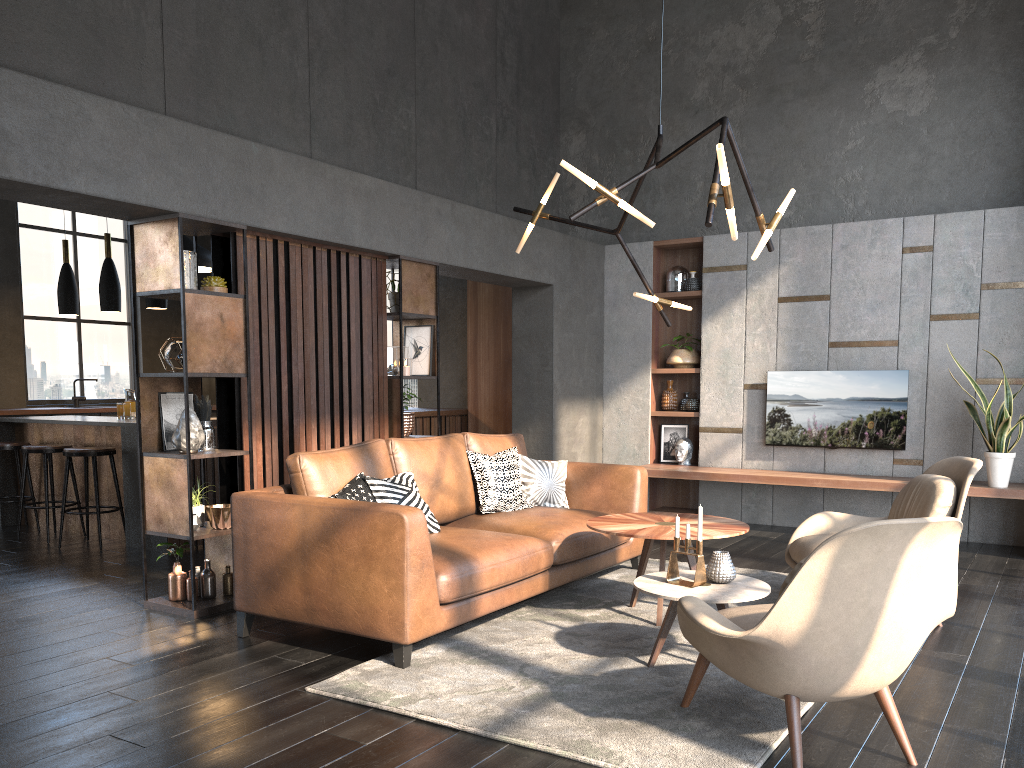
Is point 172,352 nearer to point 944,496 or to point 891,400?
point 944,496

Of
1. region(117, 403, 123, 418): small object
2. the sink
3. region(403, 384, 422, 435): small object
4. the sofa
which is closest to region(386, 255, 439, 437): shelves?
region(403, 384, 422, 435): small object

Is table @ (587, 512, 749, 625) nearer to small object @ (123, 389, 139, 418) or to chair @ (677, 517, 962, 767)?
chair @ (677, 517, 962, 767)

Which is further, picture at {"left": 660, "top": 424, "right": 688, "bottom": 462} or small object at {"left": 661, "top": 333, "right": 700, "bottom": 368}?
picture at {"left": 660, "top": 424, "right": 688, "bottom": 462}

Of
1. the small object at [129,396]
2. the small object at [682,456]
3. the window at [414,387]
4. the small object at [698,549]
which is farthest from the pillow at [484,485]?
the window at [414,387]

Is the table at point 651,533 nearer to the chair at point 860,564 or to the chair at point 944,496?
the chair at point 944,496

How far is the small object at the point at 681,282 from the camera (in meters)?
8.13

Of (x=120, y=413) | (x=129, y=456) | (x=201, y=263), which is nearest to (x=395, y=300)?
(x=129, y=456)

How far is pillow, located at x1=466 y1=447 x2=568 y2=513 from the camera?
5.2m

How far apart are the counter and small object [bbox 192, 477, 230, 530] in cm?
198
